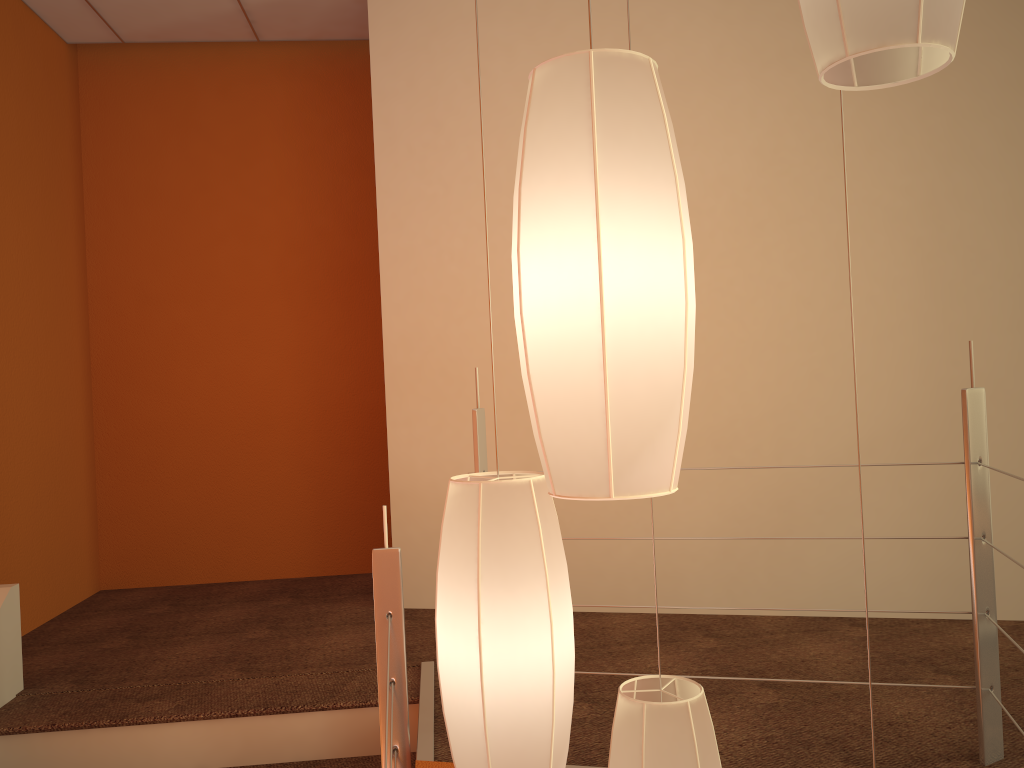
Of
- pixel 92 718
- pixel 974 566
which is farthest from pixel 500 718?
pixel 92 718

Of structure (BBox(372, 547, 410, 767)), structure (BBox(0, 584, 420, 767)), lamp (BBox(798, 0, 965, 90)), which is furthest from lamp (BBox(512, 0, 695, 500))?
structure (BBox(0, 584, 420, 767))

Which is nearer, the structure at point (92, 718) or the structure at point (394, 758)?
the structure at point (394, 758)

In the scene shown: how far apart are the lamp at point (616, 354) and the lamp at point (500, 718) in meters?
0.3

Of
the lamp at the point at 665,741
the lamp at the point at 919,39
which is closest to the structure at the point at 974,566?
the lamp at the point at 665,741

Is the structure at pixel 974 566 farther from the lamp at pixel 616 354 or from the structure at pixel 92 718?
the lamp at pixel 616 354

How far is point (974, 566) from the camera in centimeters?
187cm

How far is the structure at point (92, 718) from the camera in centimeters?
242cm

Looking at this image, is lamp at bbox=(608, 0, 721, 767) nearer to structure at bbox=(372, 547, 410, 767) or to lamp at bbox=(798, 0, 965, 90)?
structure at bbox=(372, 547, 410, 767)

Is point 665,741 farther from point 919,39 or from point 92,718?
point 92,718
